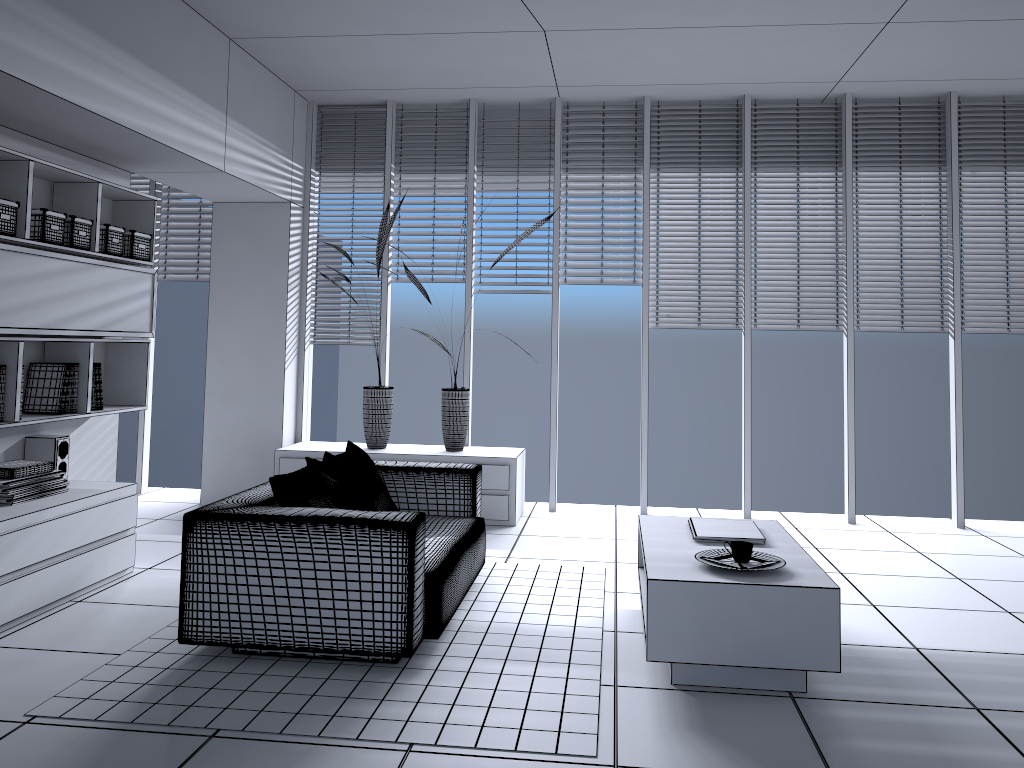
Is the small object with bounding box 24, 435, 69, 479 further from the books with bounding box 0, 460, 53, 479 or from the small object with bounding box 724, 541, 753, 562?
the small object with bounding box 724, 541, 753, 562

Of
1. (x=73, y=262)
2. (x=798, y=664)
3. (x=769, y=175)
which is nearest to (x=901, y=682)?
(x=798, y=664)

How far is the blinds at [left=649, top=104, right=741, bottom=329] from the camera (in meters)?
6.42

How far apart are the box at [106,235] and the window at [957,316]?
1.9m

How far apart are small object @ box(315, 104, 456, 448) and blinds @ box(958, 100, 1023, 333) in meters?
4.1 m

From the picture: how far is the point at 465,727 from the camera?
2.9 meters

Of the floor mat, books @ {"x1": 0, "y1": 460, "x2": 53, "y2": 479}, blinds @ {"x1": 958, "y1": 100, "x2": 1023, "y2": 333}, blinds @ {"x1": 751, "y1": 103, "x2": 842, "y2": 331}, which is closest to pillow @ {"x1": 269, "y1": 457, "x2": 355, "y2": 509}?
the floor mat

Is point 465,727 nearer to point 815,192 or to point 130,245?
point 130,245

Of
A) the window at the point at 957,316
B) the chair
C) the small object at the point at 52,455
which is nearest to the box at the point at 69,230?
the small object at the point at 52,455

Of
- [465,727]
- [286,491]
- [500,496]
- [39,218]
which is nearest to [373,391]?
[500,496]
